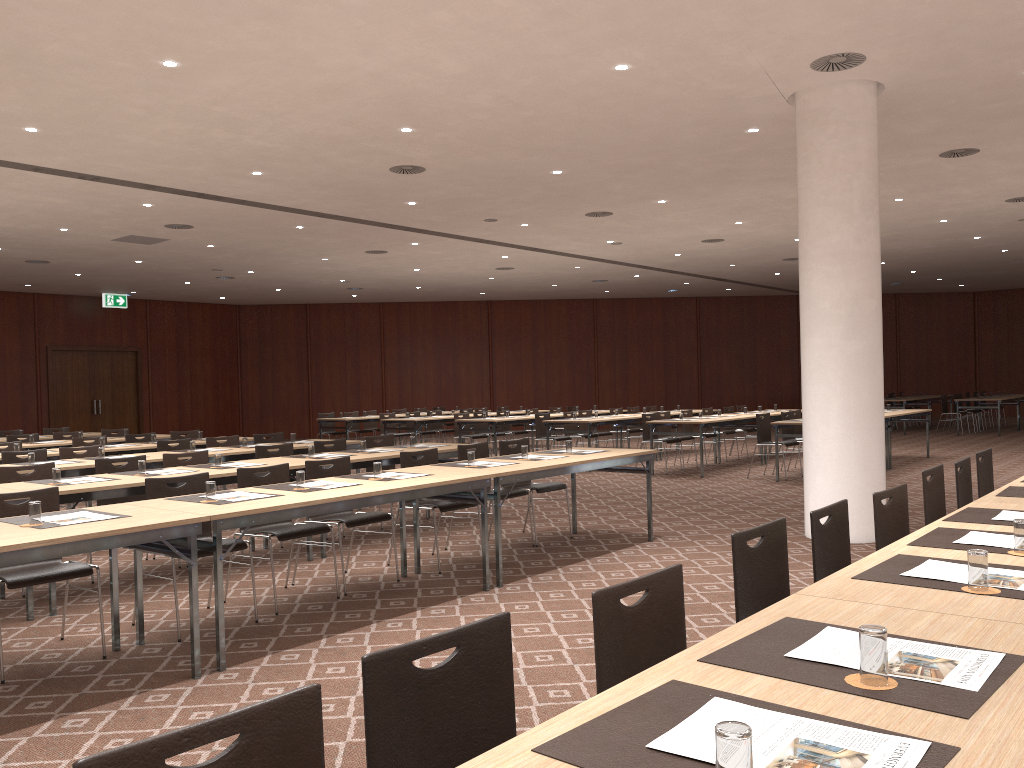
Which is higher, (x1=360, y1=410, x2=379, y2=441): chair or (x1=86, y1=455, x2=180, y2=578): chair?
(x1=86, y1=455, x2=180, y2=578): chair

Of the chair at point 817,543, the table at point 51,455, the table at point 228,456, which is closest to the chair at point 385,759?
the chair at point 817,543

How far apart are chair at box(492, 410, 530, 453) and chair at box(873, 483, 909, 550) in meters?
13.6 m

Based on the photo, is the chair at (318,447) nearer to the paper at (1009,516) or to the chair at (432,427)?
the paper at (1009,516)

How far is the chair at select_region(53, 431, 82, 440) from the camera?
12.9 meters

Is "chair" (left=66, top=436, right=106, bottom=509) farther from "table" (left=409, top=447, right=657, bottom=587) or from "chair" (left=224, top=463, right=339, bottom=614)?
"table" (left=409, top=447, right=657, bottom=587)

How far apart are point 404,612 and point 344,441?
3.8 meters

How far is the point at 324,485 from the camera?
5.8 meters

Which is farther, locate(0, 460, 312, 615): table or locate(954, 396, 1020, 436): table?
locate(954, 396, 1020, 436): table

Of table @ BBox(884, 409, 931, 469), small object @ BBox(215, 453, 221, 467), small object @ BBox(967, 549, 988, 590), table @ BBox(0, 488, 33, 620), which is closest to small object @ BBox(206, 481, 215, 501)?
table @ BBox(0, 488, 33, 620)
